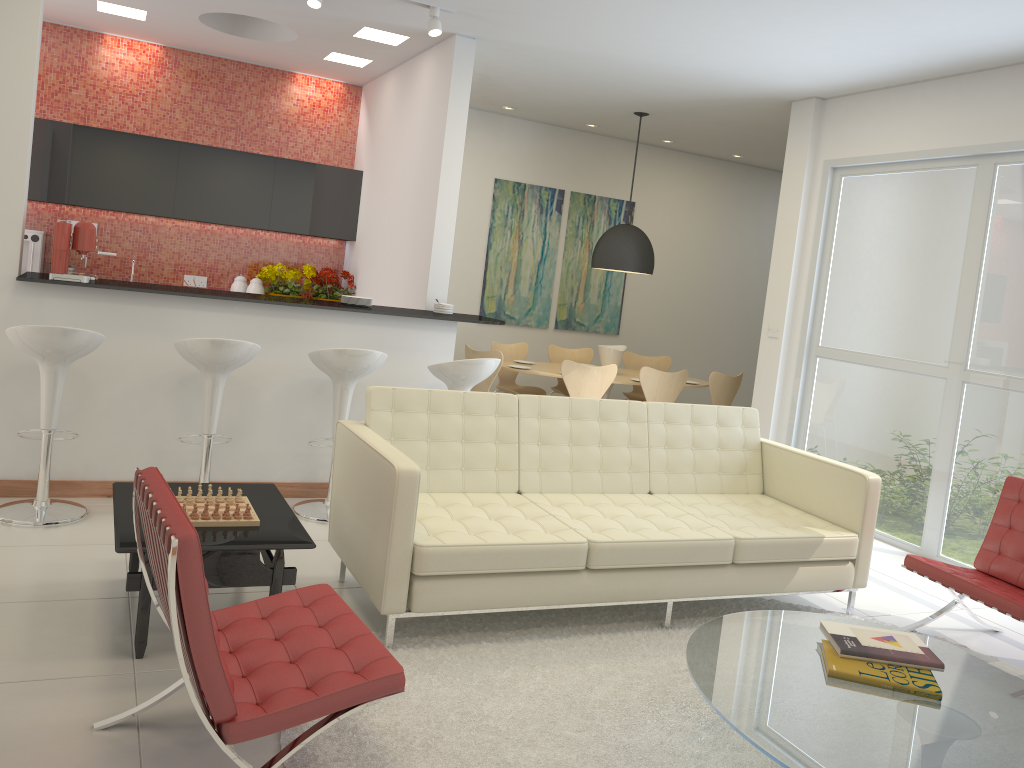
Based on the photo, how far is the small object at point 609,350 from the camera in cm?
833

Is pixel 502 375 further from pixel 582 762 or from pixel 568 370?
pixel 582 762

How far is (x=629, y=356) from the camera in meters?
9.3

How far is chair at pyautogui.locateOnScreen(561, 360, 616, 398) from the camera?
7.37m

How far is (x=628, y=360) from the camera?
9.29m

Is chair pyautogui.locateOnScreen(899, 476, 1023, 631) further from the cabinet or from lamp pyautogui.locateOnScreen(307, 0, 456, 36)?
the cabinet

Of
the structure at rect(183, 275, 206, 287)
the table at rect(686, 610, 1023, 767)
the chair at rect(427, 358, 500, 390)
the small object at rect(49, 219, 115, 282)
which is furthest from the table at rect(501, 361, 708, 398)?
the table at rect(686, 610, 1023, 767)

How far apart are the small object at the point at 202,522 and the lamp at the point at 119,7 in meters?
4.7

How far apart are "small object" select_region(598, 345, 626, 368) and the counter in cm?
251

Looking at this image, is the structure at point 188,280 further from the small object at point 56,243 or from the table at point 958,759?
the table at point 958,759
